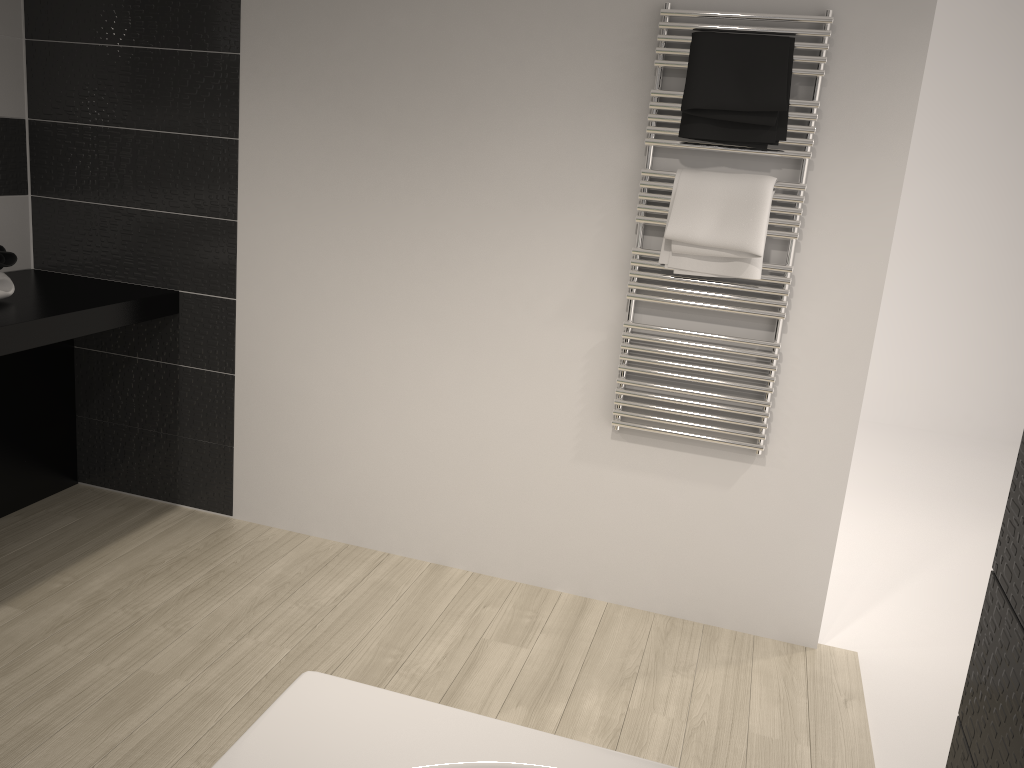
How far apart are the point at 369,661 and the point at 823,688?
1.34m

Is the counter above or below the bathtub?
above

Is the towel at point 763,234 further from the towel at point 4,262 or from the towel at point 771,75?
the towel at point 4,262

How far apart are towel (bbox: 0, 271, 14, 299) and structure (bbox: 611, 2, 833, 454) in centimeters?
194cm

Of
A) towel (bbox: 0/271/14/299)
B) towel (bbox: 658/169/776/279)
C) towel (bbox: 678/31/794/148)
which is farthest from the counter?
towel (bbox: 678/31/794/148)

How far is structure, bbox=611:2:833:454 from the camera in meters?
2.4

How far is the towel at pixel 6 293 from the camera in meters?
2.8

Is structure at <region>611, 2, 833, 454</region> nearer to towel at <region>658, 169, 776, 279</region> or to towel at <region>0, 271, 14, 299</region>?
towel at <region>658, 169, 776, 279</region>

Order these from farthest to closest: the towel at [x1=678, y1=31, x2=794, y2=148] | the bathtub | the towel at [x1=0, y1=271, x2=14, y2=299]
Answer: the towel at [x1=0, y1=271, x2=14, y2=299]
the towel at [x1=678, y1=31, x2=794, y2=148]
the bathtub

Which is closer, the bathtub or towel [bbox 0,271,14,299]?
the bathtub
